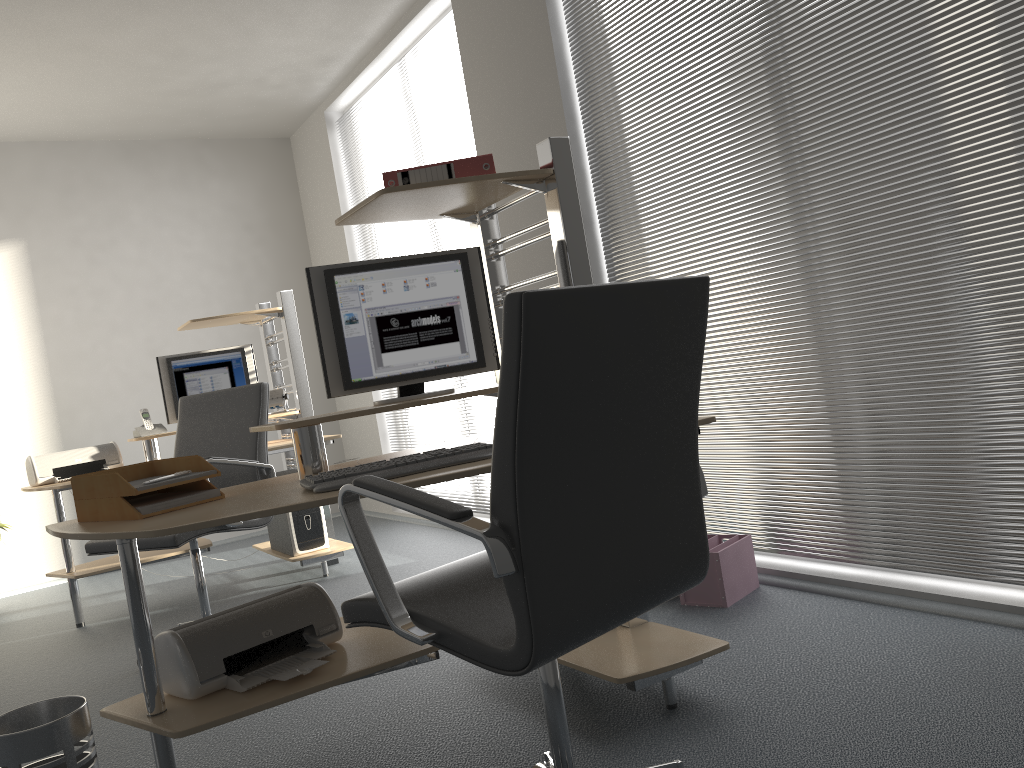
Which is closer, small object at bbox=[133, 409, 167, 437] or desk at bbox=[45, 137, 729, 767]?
desk at bbox=[45, 137, 729, 767]

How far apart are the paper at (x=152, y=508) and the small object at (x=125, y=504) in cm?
1

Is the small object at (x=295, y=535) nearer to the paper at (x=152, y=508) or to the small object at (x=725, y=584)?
Result: the small object at (x=725, y=584)

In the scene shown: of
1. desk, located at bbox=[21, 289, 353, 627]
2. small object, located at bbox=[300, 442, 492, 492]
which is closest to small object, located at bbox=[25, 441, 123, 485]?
desk, located at bbox=[21, 289, 353, 627]

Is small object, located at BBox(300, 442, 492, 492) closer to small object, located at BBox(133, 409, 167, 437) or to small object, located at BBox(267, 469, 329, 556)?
small object, located at BBox(267, 469, 329, 556)

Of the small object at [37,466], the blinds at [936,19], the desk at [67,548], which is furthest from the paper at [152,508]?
the small object at [37,466]

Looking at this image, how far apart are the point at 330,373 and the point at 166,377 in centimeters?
274cm

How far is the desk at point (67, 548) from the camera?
4.45m

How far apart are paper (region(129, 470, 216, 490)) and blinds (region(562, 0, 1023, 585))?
2.0 meters

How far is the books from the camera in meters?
2.5
